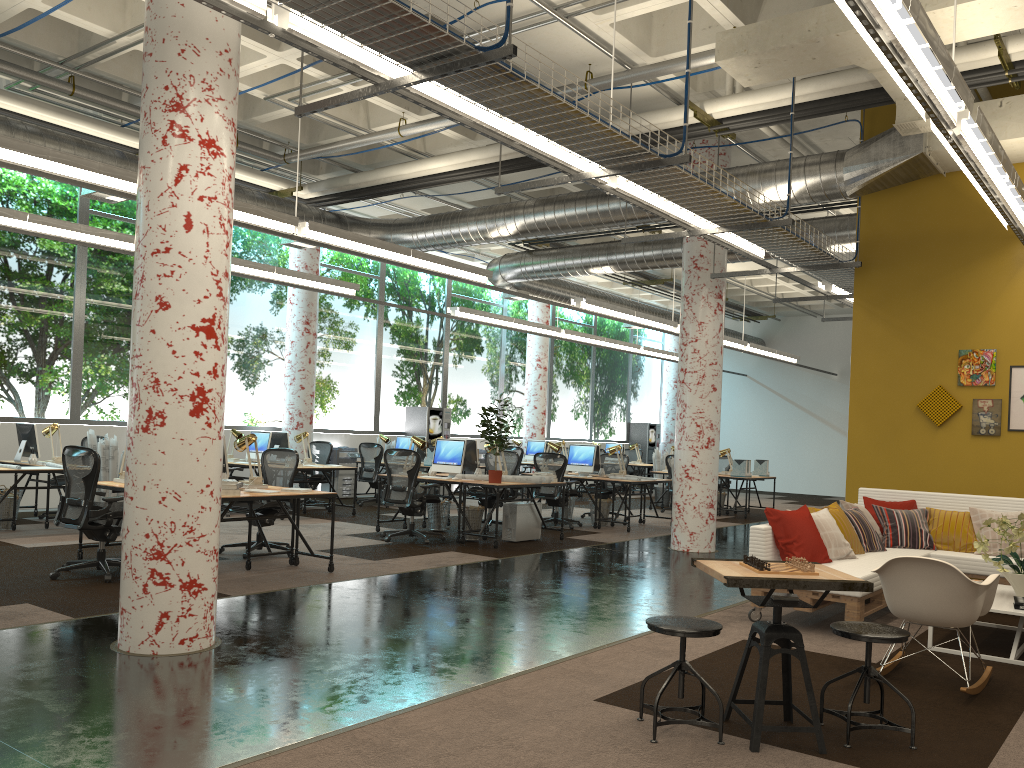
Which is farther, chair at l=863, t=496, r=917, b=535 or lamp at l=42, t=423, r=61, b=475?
lamp at l=42, t=423, r=61, b=475

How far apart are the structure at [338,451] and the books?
12.3 meters

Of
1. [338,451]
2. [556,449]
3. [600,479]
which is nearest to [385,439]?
[338,451]

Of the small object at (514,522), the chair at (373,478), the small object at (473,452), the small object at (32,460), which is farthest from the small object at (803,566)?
the chair at (373,478)

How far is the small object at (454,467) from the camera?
10.81m

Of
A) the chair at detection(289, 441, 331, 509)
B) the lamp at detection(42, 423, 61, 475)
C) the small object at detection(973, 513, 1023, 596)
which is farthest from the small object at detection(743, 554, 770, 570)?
the chair at detection(289, 441, 331, 509)

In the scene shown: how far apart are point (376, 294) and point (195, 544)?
13.0m

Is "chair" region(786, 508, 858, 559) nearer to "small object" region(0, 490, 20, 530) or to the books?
the books

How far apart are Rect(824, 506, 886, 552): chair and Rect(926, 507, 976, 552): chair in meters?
0.7 m

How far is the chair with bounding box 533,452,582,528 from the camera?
12.6m
